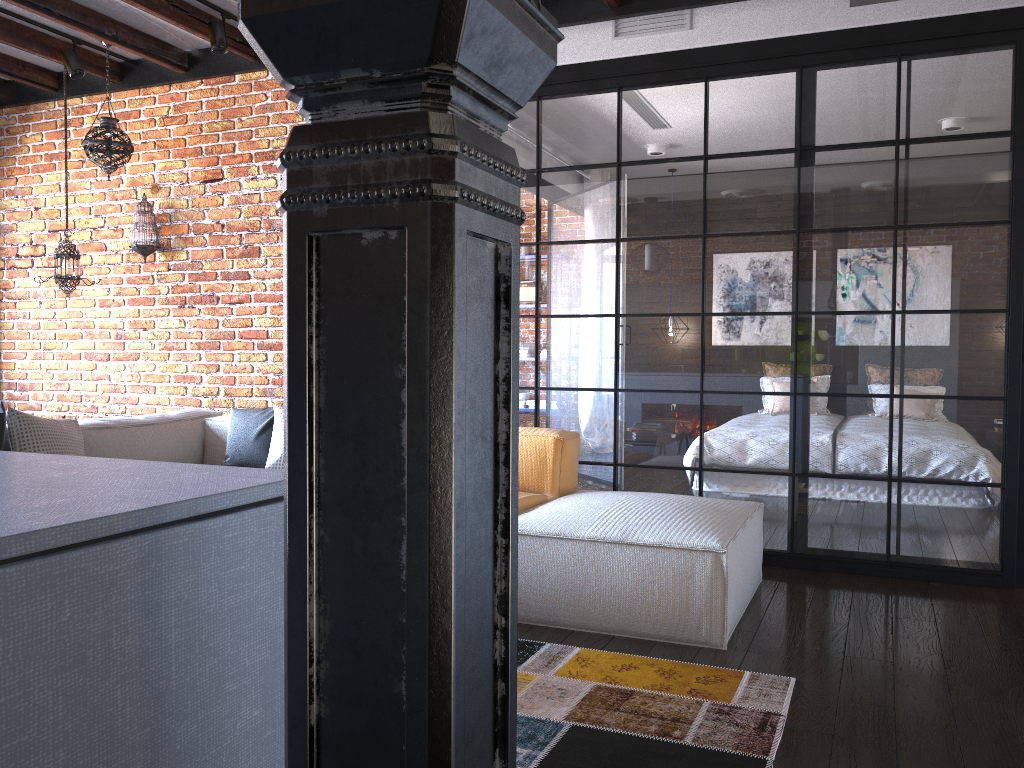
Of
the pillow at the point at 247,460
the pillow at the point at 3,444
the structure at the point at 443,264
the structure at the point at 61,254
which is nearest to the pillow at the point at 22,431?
the pillow at the point at 3,444

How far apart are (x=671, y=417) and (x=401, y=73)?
3.8 meters

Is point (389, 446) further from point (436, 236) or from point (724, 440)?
point (724, 440)

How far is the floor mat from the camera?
2.17m

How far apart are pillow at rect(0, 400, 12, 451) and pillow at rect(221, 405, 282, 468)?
1.1m

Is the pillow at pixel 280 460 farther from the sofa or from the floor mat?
the floor mat

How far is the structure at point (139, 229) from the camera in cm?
518

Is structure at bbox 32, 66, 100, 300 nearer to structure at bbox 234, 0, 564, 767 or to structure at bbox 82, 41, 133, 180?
structure at bbox 82, 41, 133, 180

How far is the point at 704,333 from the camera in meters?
4.3 m

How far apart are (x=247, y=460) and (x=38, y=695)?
3.8m
